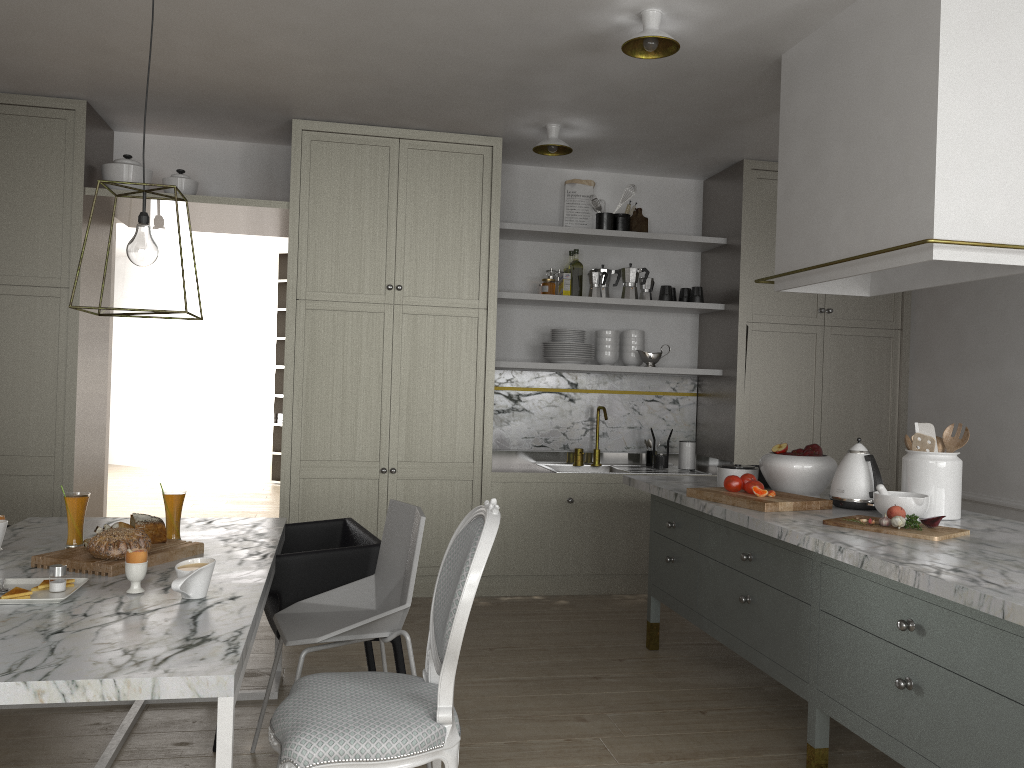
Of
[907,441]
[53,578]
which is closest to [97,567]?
[53,578]

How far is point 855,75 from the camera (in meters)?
2.85

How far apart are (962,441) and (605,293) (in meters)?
2.50

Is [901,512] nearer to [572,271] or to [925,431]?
[925,431]

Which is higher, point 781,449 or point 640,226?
point 640,226

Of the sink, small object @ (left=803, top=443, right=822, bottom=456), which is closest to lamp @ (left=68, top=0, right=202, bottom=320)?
small object @ (left=803, top=443, right=822, bottom=456)

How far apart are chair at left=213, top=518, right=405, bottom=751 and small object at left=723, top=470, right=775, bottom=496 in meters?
1.2 m

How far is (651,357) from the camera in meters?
5.0

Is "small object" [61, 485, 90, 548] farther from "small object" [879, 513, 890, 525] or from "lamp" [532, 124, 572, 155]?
"lamp" [532, 124, 572, 155]

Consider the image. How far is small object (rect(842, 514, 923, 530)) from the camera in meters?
2.4 m
